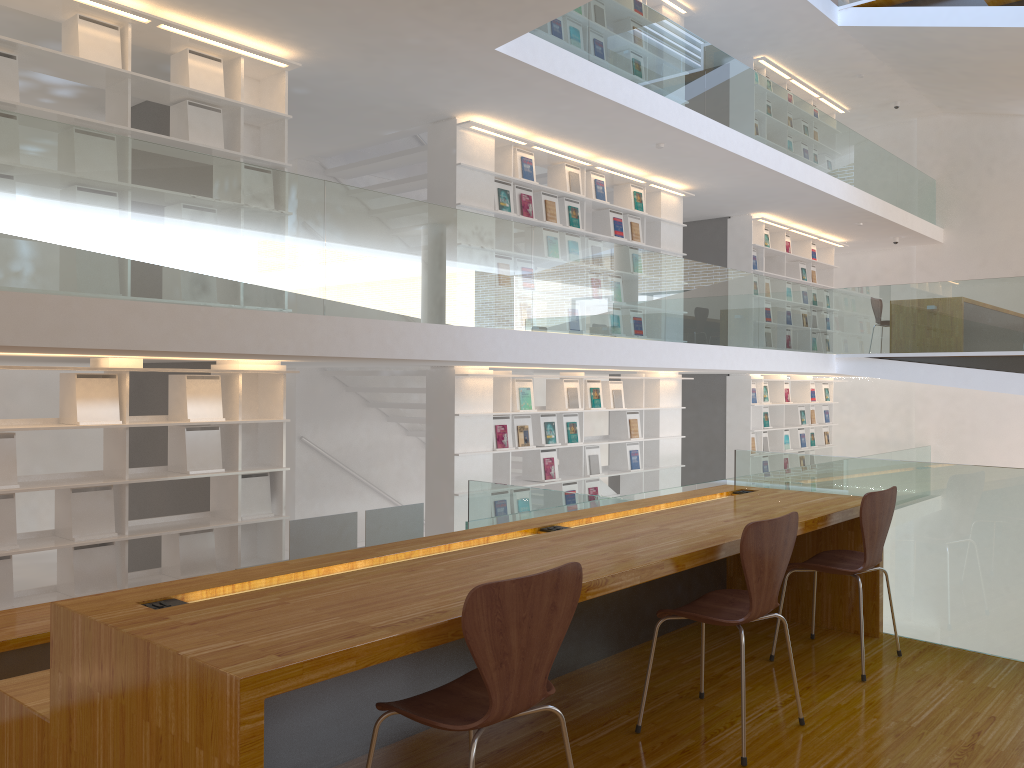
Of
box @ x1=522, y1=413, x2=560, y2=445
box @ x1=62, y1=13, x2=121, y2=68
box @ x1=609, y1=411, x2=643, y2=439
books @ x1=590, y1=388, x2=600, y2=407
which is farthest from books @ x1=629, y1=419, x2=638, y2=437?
box @ x1=62, y1=13, x2=121, y2=68

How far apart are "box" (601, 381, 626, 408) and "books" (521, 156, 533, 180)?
2.3m

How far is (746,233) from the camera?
11.4m

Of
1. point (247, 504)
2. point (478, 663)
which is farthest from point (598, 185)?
point (478, 663)

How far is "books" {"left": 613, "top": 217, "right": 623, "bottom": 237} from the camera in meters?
9.1

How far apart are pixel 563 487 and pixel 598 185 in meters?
3.0 m

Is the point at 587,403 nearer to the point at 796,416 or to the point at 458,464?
the point at 458,464

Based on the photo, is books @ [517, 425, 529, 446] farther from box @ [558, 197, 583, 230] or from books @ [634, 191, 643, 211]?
books @ [634, 191, 643, 211]

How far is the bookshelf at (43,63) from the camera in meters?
5.0

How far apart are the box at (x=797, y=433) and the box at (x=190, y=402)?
9.2 meters
